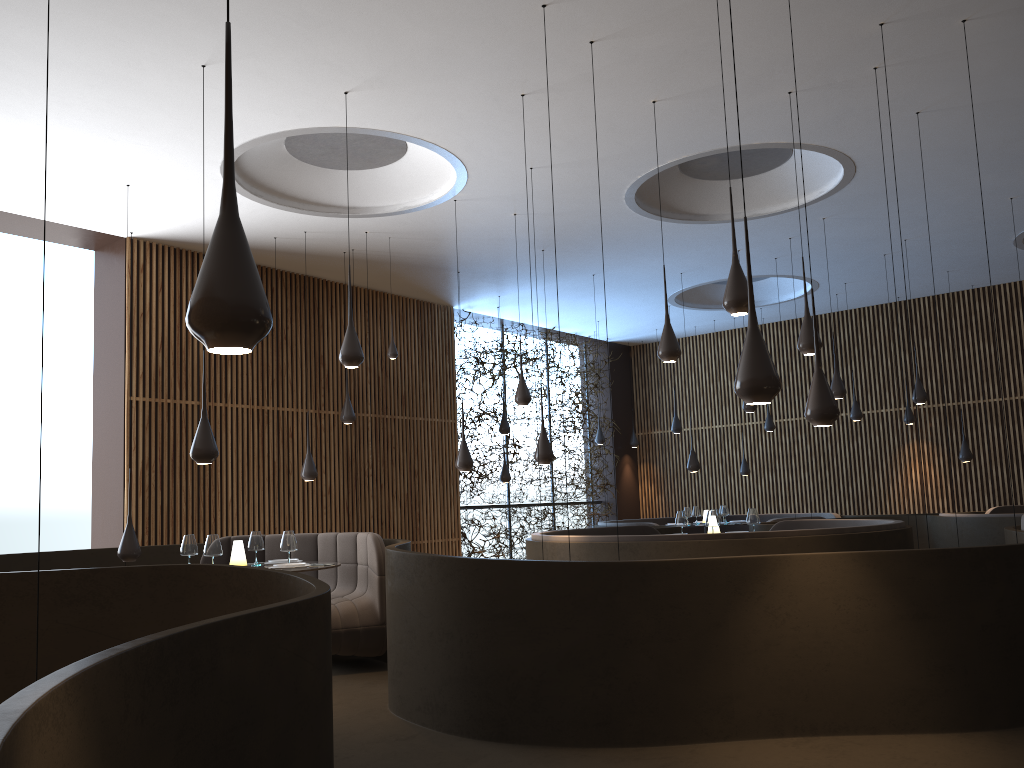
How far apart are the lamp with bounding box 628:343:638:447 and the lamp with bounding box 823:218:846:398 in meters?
8.1

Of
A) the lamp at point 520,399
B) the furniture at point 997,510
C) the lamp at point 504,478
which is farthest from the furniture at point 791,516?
the lamp at point 520,399

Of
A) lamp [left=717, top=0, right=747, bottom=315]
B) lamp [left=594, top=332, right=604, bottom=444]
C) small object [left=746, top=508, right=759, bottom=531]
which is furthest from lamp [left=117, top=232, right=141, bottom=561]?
lamp [left=594, top=332, right=604, bottom=444]

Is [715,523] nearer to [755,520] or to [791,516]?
[755,520]

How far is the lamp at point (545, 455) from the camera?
8.44m

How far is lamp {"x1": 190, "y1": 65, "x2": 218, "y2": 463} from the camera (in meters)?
6.18

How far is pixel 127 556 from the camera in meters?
7.6

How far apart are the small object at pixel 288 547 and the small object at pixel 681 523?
4.3 meters

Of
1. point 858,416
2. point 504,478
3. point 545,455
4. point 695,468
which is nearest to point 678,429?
point 695,468

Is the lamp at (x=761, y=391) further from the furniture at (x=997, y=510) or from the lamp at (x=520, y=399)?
the furniture at (x=997, y=510)
